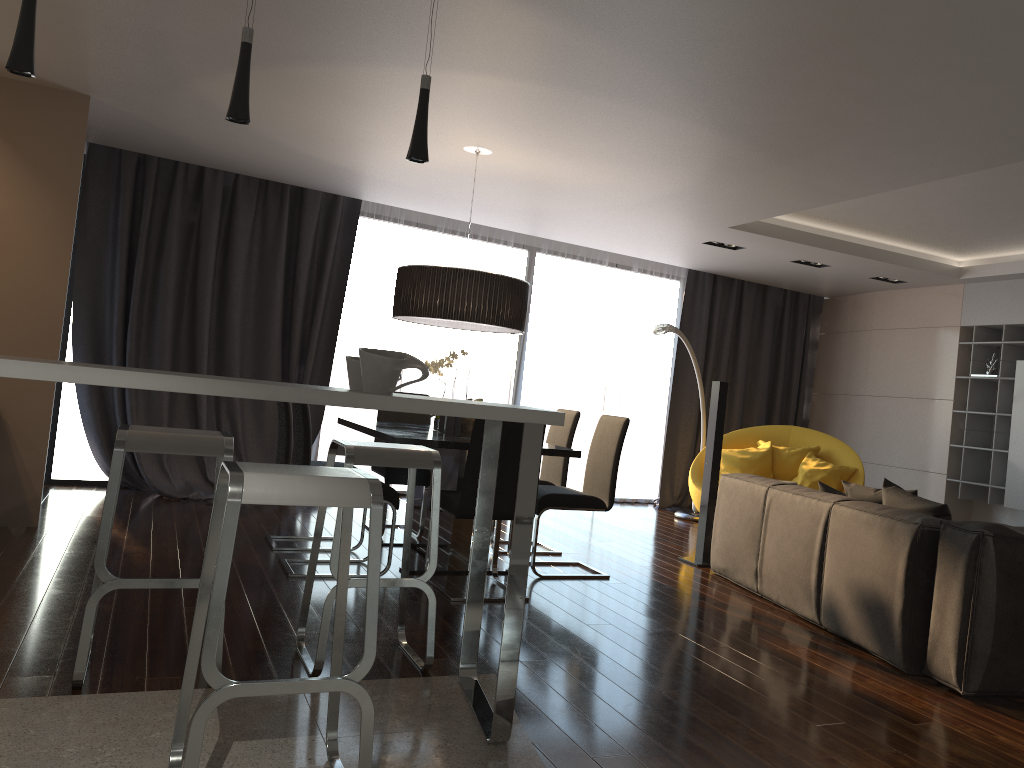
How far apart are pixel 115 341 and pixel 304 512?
2.0m

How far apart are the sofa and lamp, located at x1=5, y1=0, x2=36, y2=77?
3.5 meters

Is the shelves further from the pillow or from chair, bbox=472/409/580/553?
chair, bbox=472/409/580/553

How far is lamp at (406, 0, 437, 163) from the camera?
2.4m

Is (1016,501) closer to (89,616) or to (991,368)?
(991,368)

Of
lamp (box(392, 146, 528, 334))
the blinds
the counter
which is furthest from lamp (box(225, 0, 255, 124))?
the blinds

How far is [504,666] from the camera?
2.61m

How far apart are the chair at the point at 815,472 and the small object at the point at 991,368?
1.4 meters

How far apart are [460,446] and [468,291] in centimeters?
95cm

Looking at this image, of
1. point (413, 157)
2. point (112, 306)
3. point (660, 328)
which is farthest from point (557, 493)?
point (112, 306)
